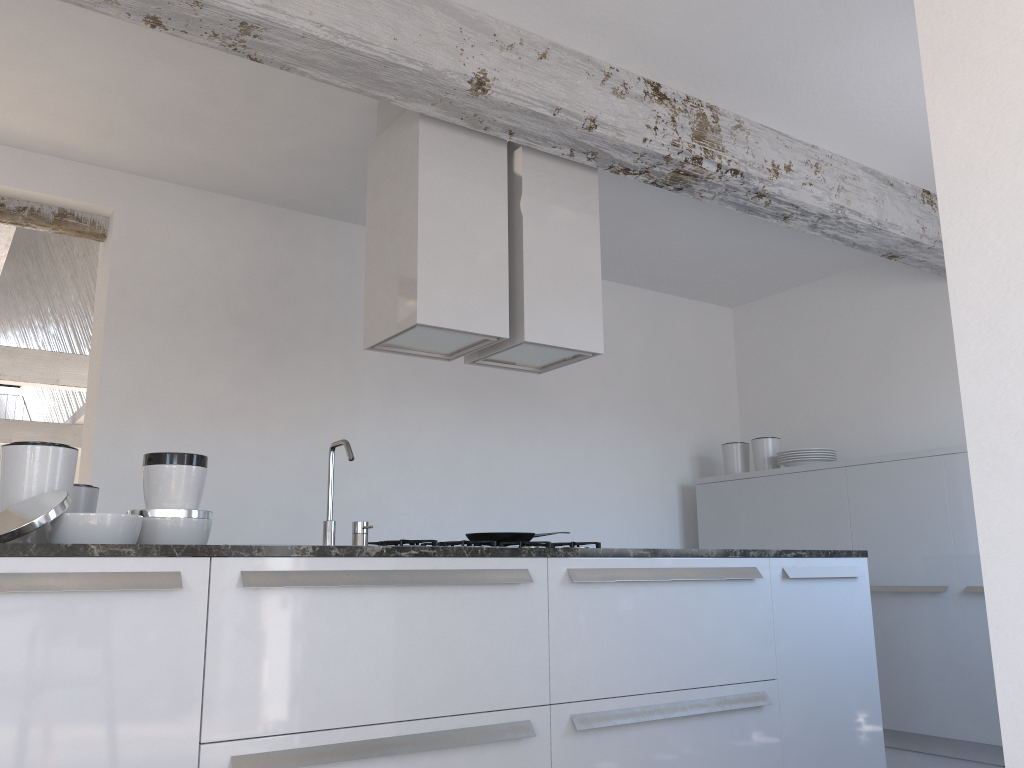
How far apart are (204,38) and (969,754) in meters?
4.6 m

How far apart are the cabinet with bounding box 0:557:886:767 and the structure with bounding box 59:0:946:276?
1.7 meters

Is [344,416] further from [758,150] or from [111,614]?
[111,614]

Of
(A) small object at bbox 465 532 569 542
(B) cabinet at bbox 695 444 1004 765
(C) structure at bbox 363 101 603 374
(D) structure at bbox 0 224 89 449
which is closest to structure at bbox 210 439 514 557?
(C) structure at bbox 363 101 603 374

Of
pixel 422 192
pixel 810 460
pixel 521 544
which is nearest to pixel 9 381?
pixel 422 192

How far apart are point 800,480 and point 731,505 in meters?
0.6 m

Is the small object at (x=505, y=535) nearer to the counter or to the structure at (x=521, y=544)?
the structure at (x=521, y=544)

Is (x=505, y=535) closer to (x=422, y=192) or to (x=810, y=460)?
(x=422, y=192)

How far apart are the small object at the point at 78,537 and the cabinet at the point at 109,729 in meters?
0.3

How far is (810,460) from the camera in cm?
535
